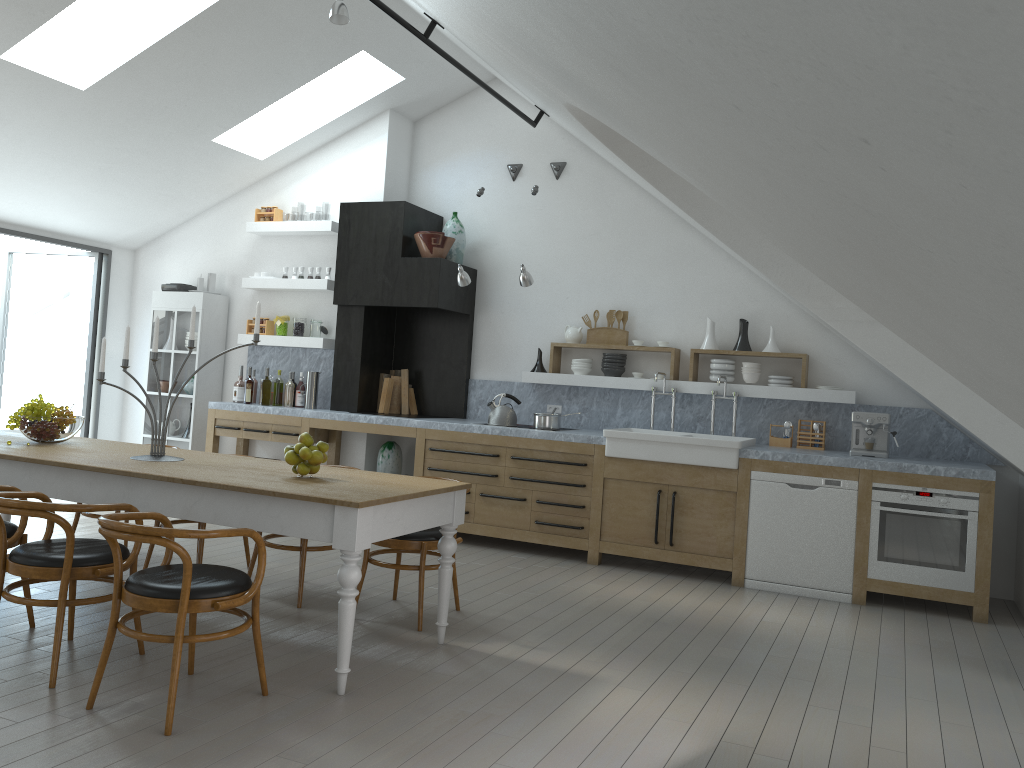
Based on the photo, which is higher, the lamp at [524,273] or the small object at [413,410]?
the lamp at [524,273]

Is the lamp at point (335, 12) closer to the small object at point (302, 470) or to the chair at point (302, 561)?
the small object at point (302, 470)

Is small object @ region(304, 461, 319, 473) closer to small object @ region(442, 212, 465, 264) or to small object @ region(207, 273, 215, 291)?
small object @ region(442, 212, 465, 264)

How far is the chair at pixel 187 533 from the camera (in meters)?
3.15

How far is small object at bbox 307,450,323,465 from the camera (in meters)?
4.18

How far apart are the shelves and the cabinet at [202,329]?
0.4m

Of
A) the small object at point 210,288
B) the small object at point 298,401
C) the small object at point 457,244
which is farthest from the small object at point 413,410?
the small object at point 210,288

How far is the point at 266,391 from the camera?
8.1 meters

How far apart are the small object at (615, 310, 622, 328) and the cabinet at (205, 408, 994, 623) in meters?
1.4

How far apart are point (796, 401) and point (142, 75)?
5.6m
